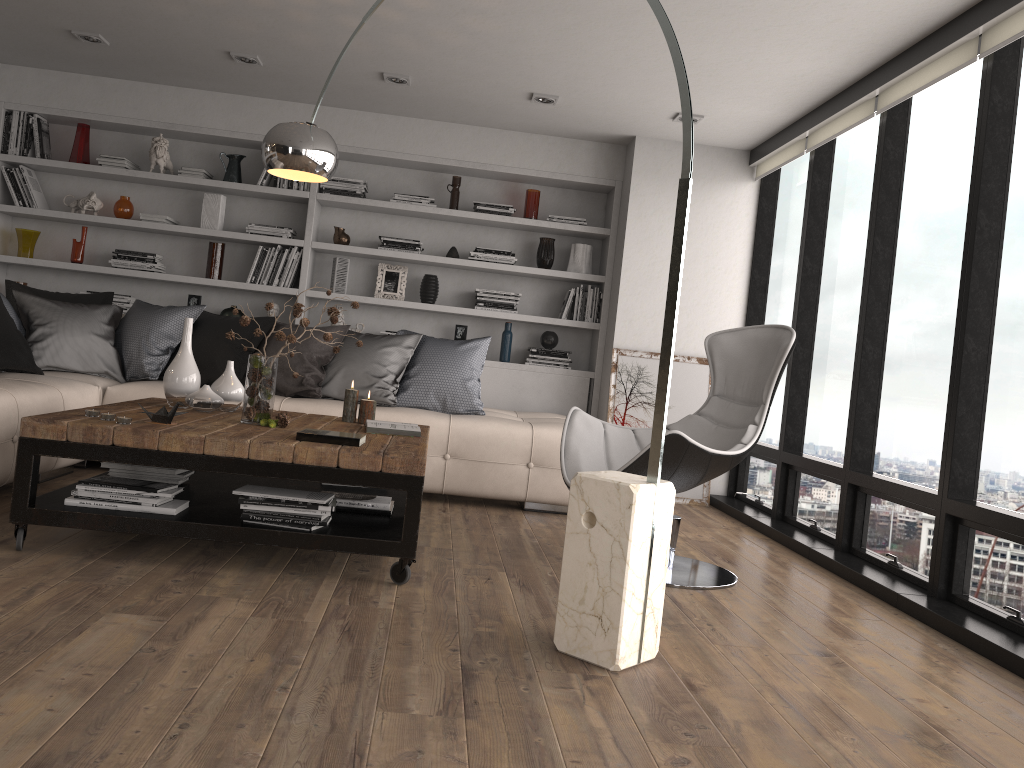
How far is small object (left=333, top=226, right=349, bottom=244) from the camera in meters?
6.2 m

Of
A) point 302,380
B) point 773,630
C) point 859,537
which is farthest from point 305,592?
point 859,537

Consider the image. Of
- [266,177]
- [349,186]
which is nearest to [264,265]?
[266,177]

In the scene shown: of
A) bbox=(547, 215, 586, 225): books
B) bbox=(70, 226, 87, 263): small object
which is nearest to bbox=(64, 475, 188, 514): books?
bbox=(70, 226, 87, 263): small object

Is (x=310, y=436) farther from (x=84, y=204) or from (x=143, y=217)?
(x=84, y=204)

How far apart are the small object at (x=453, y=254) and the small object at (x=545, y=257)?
0.6m

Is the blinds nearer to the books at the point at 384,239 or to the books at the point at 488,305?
the books at the point at 488,305

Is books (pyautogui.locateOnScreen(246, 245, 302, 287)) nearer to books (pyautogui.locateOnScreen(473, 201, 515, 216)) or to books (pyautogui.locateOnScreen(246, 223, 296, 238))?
books (pyautogui.locateOnScreen(246, 223, 296, 238))

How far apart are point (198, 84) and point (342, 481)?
4.00m

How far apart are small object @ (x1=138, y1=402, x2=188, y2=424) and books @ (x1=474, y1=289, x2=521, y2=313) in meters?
3.3
